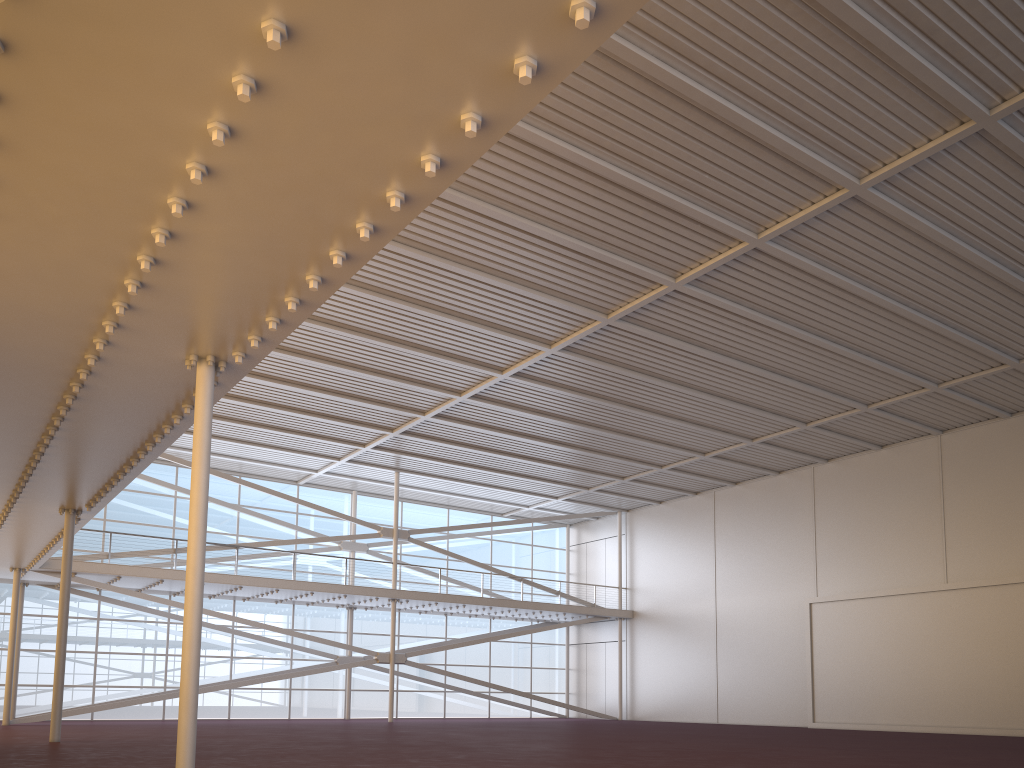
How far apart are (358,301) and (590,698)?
26.7m
